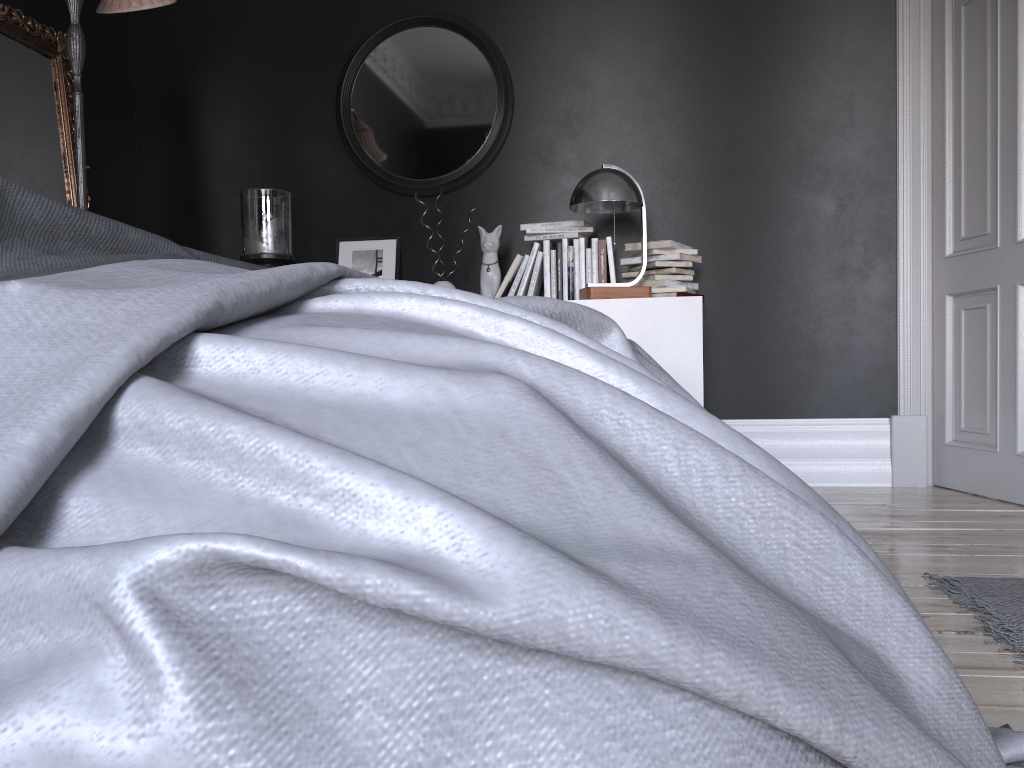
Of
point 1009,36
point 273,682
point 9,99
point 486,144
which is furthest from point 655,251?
point 273,682

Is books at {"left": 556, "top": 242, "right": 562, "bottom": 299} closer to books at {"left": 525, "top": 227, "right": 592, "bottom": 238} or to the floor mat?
books at {"left": 525, "top": 227, "right": 592, "bottom": 238}

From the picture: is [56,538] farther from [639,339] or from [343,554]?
[639,339]

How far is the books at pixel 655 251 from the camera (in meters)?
3.98

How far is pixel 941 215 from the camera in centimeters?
409cm

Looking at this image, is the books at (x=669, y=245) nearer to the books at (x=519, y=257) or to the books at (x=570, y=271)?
the books at (x=570, y=271)

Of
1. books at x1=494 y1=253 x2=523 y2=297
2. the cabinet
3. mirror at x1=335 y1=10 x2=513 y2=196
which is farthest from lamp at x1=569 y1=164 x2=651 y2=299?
mirror at x1=335 y1=10 x2=513 y2=196

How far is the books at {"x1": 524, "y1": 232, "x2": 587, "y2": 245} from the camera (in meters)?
4.08

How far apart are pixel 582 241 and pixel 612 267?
0.2m

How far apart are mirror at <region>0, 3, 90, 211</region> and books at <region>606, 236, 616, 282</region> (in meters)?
2.47
